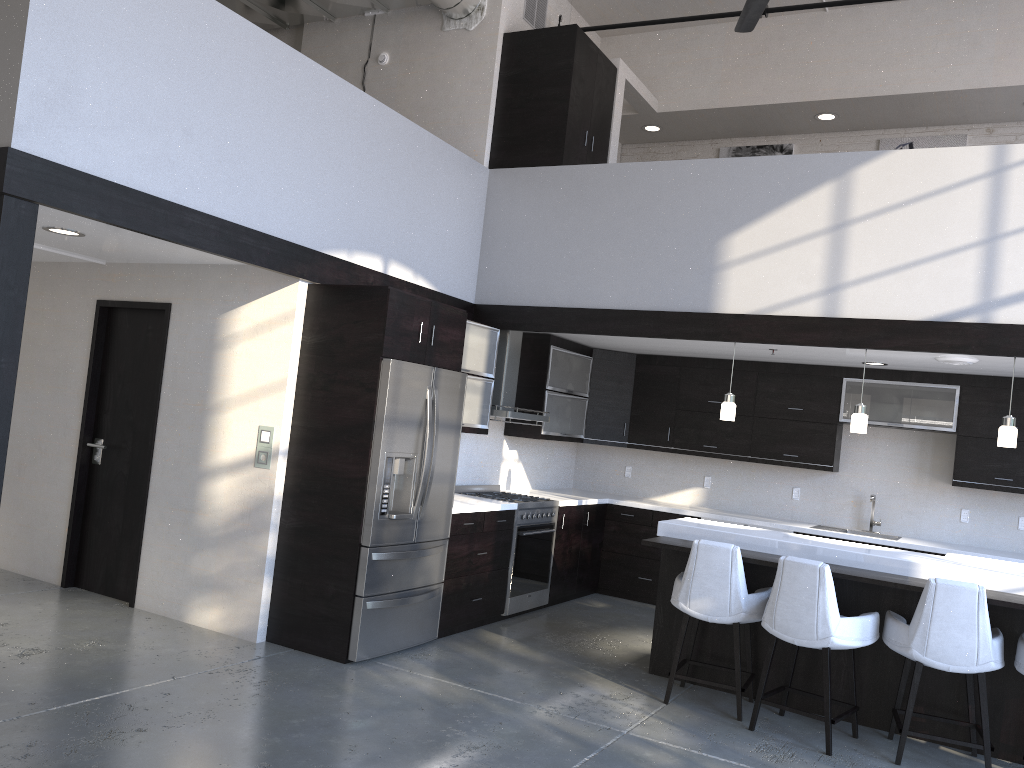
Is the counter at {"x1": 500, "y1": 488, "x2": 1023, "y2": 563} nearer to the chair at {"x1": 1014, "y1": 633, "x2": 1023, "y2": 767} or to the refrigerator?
the refrigerator

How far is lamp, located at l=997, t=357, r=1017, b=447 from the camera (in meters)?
5.31

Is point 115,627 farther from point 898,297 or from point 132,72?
point 898,297

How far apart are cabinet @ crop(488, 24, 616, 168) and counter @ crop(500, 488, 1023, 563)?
2.7m

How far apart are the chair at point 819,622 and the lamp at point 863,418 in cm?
142

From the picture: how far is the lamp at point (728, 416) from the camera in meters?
6.1 m

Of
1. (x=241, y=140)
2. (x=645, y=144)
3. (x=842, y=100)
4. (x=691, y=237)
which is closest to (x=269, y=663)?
(x=241, y=140)

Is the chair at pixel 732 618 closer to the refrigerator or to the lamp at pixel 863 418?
the lamp at pixel 863 418

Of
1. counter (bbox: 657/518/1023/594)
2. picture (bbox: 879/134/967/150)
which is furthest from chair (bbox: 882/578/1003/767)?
picture (bbox: 879/134/967/150)

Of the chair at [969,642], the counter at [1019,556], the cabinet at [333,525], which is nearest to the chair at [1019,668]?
the chair at [969,642]
